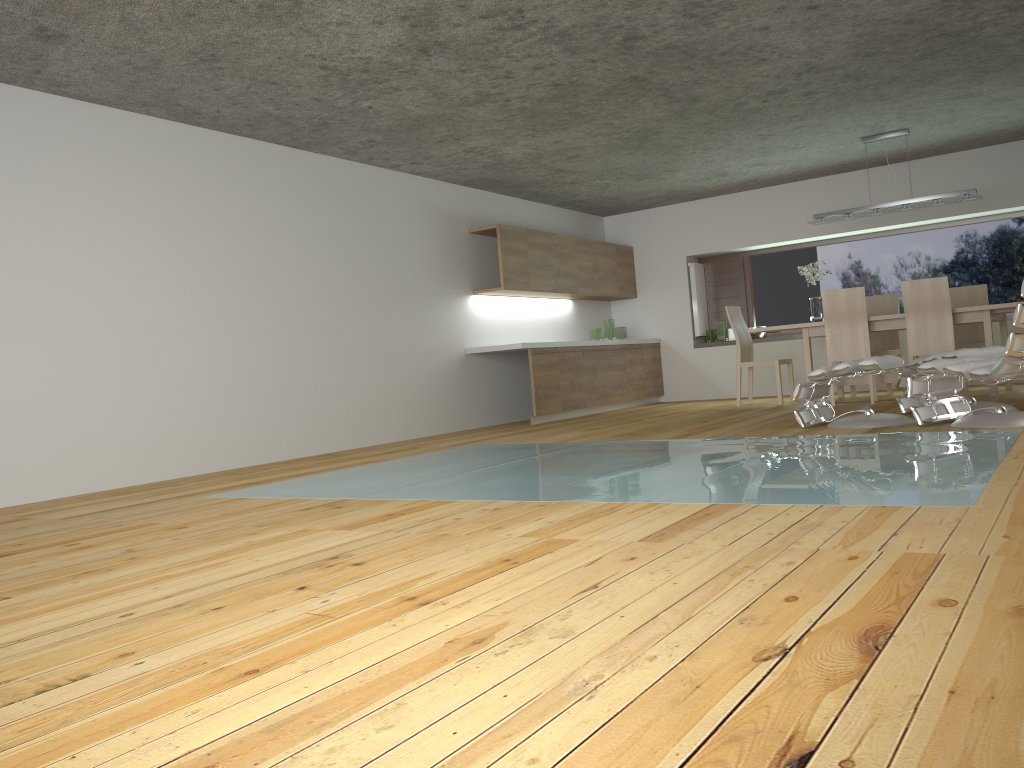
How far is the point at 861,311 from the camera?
7.7m

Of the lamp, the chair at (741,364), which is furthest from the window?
the lamp

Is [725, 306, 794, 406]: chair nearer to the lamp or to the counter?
the lamp

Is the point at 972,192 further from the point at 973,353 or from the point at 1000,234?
the point at 973,353

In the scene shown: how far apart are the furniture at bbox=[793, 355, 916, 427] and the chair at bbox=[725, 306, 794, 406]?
2.6 meters

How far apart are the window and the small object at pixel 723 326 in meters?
0.5

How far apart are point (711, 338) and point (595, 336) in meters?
1.6 m

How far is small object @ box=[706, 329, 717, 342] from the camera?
10.9m

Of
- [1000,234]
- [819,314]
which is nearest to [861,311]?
[819,314]

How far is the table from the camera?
7.3 meters
